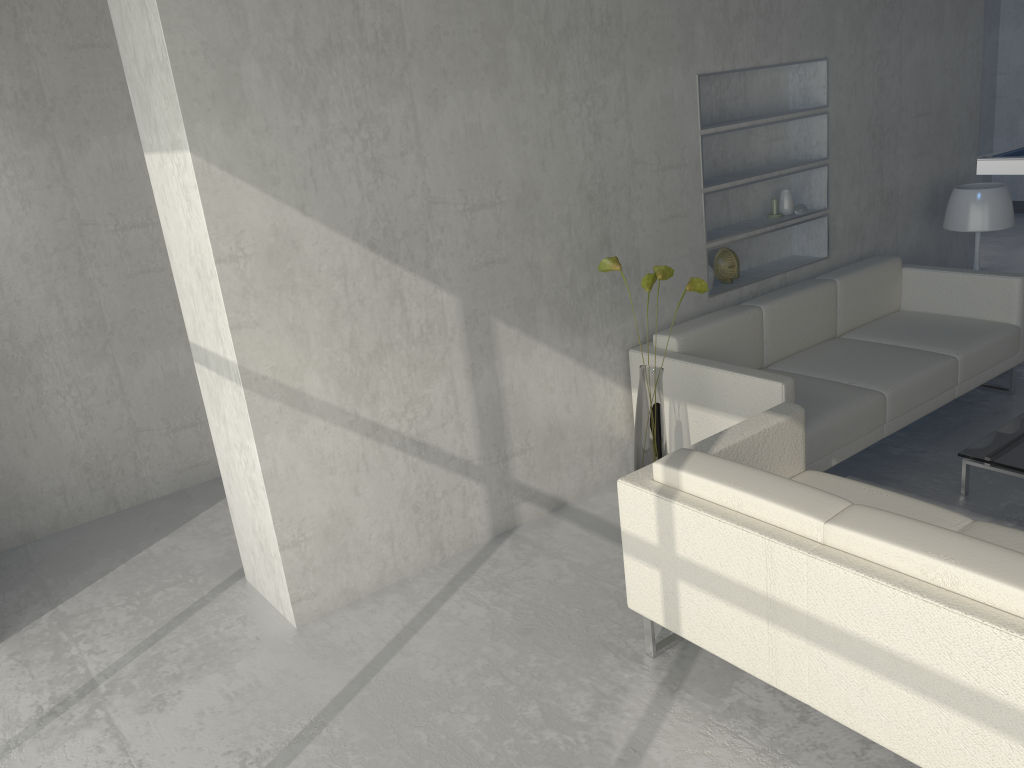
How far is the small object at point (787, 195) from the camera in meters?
4.5 m

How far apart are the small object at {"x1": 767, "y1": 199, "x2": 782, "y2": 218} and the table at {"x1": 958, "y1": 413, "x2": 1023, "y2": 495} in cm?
148

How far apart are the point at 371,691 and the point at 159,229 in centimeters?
252cm

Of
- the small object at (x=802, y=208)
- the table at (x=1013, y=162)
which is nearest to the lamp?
the small object at (x=802, y=208)

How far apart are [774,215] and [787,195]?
0.13m

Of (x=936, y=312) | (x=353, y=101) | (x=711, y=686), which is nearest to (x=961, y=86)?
(x=936, y=312)

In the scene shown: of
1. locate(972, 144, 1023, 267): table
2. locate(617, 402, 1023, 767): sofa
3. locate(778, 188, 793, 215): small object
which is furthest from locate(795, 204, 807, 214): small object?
locate(972, 144, 1023, 267): table

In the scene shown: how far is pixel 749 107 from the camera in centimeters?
436cm

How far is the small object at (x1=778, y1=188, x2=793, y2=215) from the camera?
4.46m

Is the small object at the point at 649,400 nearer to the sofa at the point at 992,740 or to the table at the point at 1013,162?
the sofa at the point at 992,740
